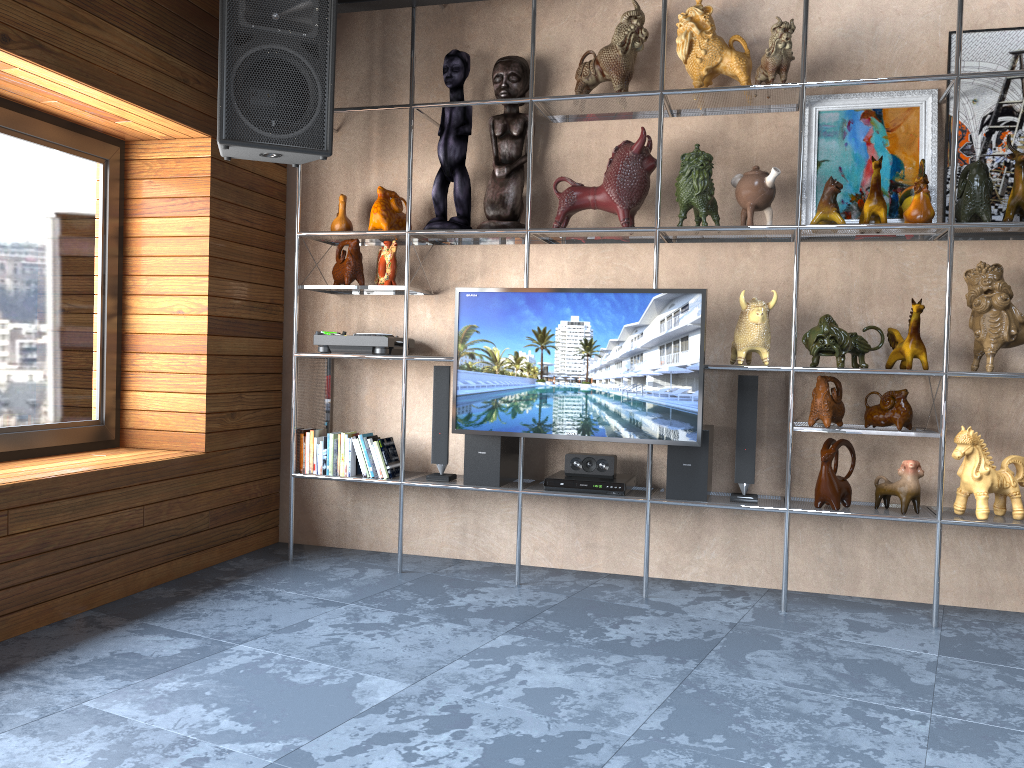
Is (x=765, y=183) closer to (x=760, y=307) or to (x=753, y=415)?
(x=760, y=307)

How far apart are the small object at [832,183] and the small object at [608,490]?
1.34m

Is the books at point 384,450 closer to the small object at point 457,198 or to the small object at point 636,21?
the small object at point 457,198

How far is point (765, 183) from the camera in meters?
3.6

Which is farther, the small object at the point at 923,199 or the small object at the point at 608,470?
the small object at the point at 608,470

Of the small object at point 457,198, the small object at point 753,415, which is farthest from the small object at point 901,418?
the small object at point 457,198

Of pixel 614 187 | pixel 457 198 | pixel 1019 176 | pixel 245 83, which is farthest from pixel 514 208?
pixel 1019 176

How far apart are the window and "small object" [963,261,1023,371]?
3.7 meters

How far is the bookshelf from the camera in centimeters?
341cm

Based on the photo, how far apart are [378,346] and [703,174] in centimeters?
163cm
